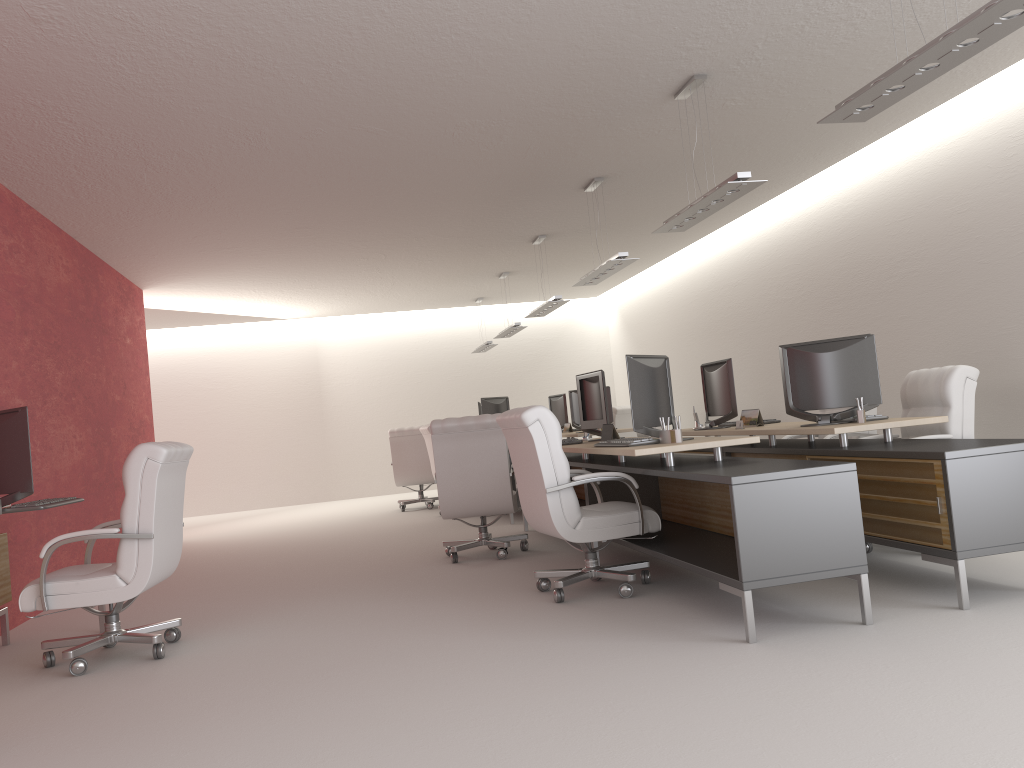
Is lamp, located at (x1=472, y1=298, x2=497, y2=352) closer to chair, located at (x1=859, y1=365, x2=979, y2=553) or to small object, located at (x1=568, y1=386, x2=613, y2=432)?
small object, located at (x1=568, y1=386, x2=613, y2=432)

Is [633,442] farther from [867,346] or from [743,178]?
[743,178]

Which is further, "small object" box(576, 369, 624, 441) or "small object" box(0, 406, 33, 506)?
"small object" box(576, 369, 624, 441)

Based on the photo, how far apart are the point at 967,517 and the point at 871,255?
7.1m

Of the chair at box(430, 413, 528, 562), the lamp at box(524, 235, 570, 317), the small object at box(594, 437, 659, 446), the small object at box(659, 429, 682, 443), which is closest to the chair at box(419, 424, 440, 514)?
the lamp at box(524, 235, 570, 317)

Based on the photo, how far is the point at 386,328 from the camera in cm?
2276

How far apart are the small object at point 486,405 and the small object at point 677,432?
8.02m

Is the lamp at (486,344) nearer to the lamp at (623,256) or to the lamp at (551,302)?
the lamp at (551,302)

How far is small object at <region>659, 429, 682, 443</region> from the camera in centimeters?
730cm

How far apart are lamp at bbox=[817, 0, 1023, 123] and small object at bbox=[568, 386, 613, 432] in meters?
10.2
